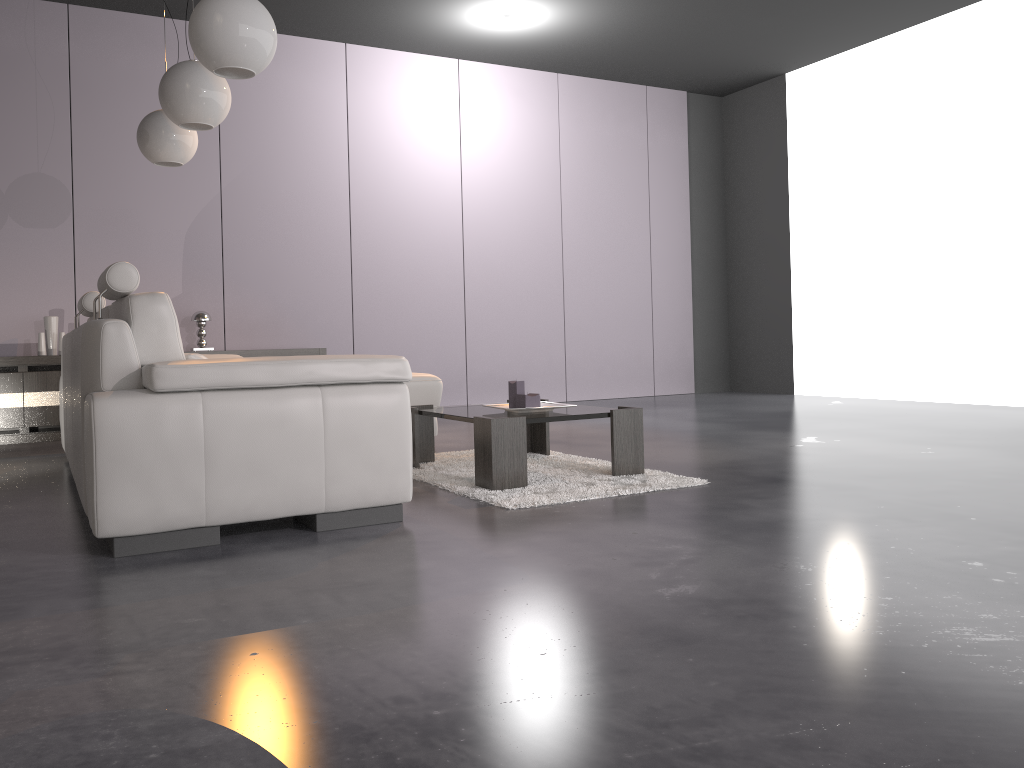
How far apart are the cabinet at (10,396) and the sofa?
1.5m

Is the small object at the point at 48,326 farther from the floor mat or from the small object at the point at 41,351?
the floor mat

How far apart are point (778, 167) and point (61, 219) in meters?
6.1 m

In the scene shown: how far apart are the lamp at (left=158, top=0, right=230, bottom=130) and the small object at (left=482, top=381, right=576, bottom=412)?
1.7m

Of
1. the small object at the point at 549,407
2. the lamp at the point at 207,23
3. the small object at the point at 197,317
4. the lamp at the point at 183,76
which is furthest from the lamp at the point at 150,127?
the small object at the point at 549,407

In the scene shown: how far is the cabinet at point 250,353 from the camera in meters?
6.3

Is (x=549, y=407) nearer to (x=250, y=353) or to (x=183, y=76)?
(x=183, y=76)

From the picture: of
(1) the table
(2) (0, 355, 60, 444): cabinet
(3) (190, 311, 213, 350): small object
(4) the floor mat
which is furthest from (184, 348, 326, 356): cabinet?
(1) the table

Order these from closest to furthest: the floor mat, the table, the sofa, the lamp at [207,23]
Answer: the sofa < the lamp at [207,23] < the floor mat < the table

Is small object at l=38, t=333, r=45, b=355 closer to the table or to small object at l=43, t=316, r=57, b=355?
small object at l=43, t=316, r=57, b=355
